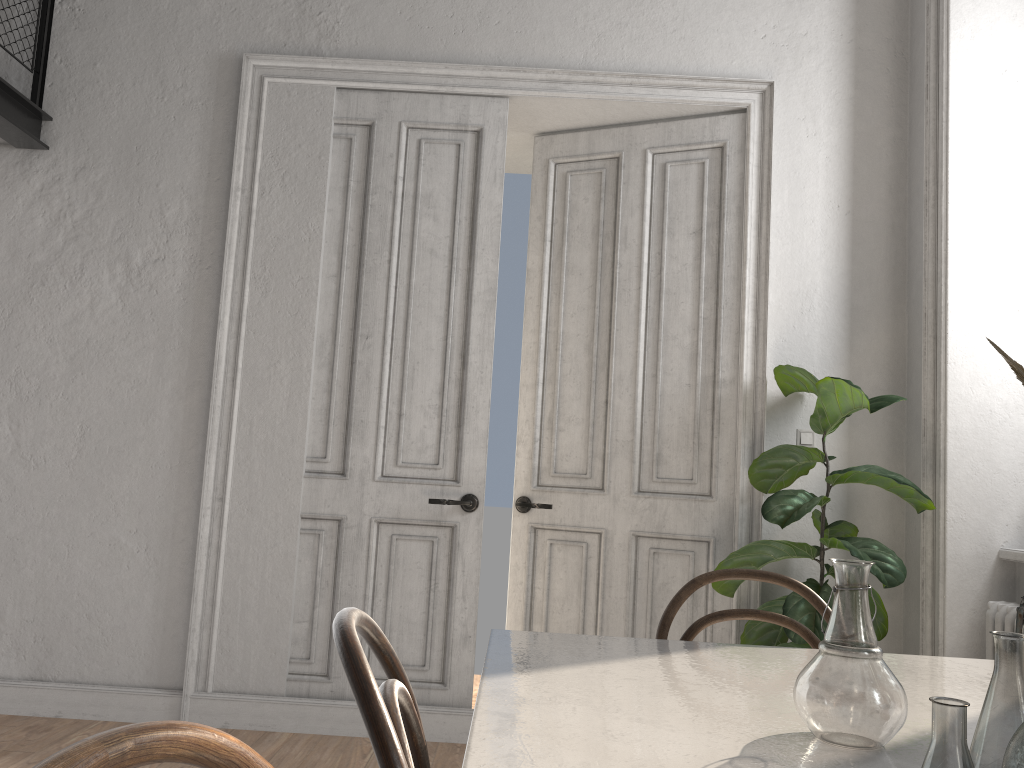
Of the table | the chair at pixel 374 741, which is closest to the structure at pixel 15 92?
the table

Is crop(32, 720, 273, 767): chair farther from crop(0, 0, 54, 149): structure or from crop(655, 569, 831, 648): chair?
crop(0, 0, 54, 149): structure

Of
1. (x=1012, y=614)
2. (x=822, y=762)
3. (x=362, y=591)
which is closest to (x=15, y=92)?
(x=362, y=591)

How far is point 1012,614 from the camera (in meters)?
3.10

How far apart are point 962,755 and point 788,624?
1.0 meters

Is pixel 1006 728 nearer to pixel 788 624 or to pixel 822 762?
pixel 822 762

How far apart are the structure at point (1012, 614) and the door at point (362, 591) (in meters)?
1.97

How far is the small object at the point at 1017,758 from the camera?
0.7m

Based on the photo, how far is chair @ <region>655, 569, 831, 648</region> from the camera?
1.8 meters

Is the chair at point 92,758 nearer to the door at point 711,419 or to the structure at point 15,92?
the door at point 711,419
